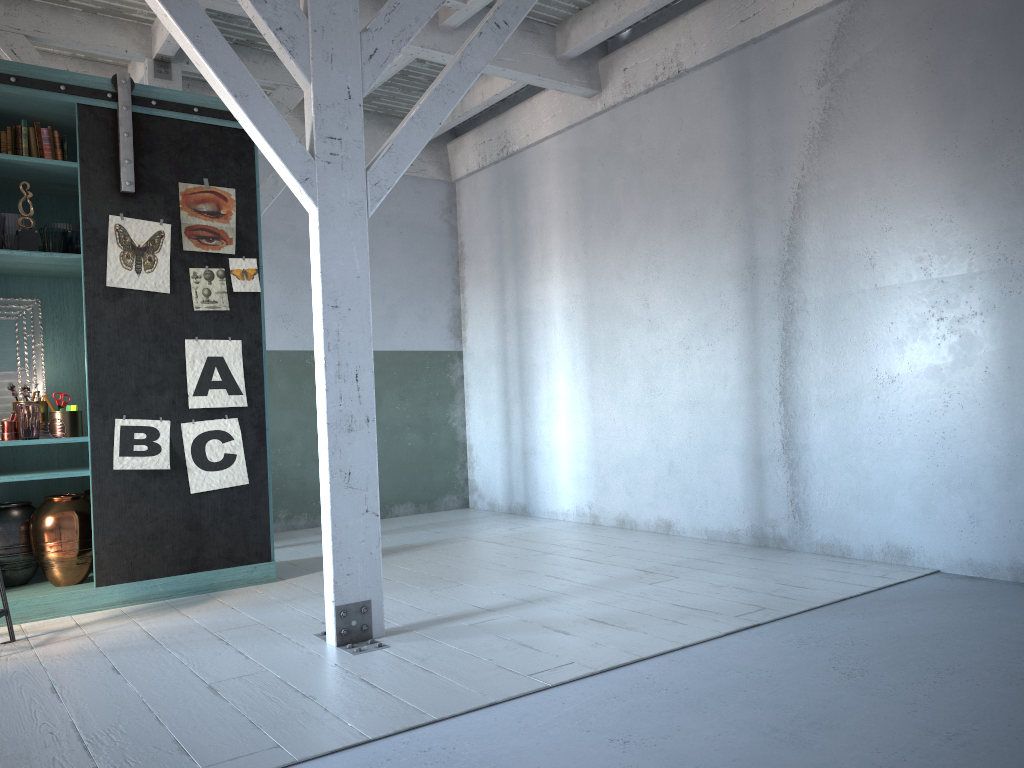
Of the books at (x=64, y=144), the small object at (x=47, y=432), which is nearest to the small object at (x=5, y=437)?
the small object at (x=47, y=432)

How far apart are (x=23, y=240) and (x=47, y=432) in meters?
1.3 m

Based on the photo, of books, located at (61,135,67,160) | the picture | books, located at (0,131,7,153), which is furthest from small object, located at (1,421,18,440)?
books, located at (61,135,67,160)

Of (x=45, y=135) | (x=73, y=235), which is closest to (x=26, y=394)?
(x=73, y=235)

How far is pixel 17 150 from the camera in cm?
587

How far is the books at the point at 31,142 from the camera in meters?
5.9

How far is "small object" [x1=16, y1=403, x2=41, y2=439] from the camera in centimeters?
572cm

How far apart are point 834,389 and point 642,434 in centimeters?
210cm

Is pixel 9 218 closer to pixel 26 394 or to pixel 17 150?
pixel 17 150

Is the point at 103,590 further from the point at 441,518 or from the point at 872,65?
the point at 872,65
